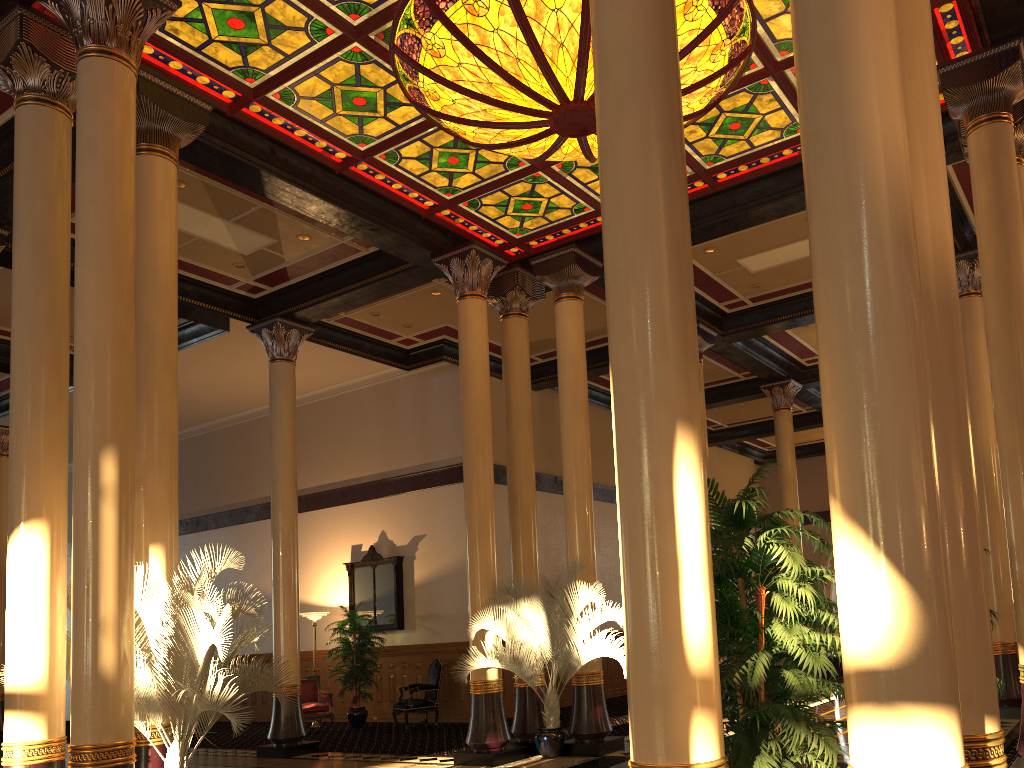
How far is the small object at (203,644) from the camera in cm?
563

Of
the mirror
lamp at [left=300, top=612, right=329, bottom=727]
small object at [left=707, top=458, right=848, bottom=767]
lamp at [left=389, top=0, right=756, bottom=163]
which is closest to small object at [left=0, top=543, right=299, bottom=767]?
small object at [left=707, top=458, right=848, bottom=767]

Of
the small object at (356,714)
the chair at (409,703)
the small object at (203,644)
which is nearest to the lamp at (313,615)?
the small object at (356,714)

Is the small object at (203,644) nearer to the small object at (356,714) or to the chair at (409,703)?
the chair at (409,703)

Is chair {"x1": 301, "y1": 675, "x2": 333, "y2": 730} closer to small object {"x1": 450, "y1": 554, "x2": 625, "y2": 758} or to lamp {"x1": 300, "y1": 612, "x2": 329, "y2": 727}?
lamp {"x1": 300, "y1": 612, "x2": 329, "y2": 727}

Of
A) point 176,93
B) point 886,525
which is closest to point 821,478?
point 176,93

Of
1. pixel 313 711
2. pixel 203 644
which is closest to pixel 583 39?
pixel 203 644

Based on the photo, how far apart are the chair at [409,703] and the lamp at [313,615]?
2.2 meters

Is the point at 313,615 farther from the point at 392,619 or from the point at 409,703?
the point at 409,703

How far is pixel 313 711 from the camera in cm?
1387
